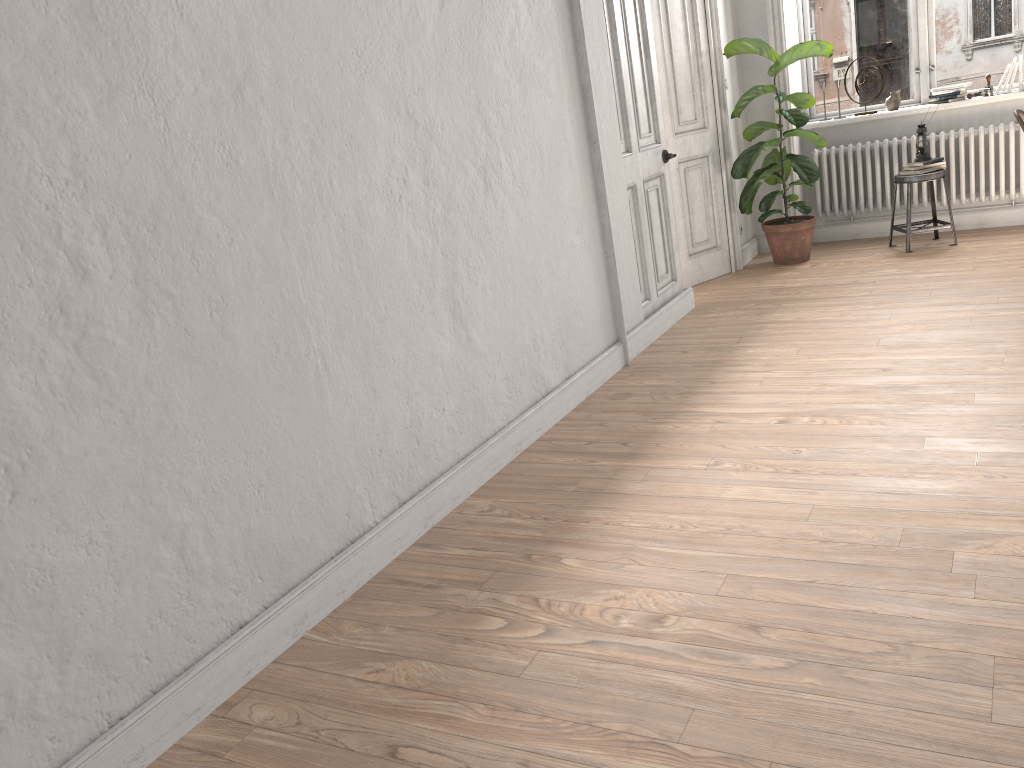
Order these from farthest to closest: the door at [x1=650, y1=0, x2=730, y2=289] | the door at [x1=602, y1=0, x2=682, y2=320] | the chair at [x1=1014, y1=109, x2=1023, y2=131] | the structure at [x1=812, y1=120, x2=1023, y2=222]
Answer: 1. the structure at [x1=812, y1=120, x2=1023, y2=222]
2. the door at [x1=650, y1=0, x2=730, y2=289]
3. the chair at [x1=1014, y1=109, x2=1023, y2=131]
4. the door at [x1=602, y1=0, x2=682, y2=320]

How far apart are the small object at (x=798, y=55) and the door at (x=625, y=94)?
1.0m

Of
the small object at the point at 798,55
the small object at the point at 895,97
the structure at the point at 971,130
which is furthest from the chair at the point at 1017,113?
the small object at the point at 895,97

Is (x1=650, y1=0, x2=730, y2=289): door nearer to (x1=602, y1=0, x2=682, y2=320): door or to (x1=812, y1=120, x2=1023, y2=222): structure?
(x1=602, y1=0, x2=682, y2=320): door

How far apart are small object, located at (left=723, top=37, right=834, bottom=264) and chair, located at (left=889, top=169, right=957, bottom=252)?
0.6 meters

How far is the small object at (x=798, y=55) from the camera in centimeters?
622cm

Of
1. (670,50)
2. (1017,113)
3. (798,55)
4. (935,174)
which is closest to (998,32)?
(935,174)

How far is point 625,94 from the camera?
4.9 meters

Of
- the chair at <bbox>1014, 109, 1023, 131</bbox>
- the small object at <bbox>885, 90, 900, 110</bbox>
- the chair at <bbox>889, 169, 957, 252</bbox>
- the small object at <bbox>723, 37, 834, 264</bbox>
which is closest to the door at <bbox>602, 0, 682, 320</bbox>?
the small object at <bbox>723, 37, 834, 264</bbox>

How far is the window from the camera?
6.43m
